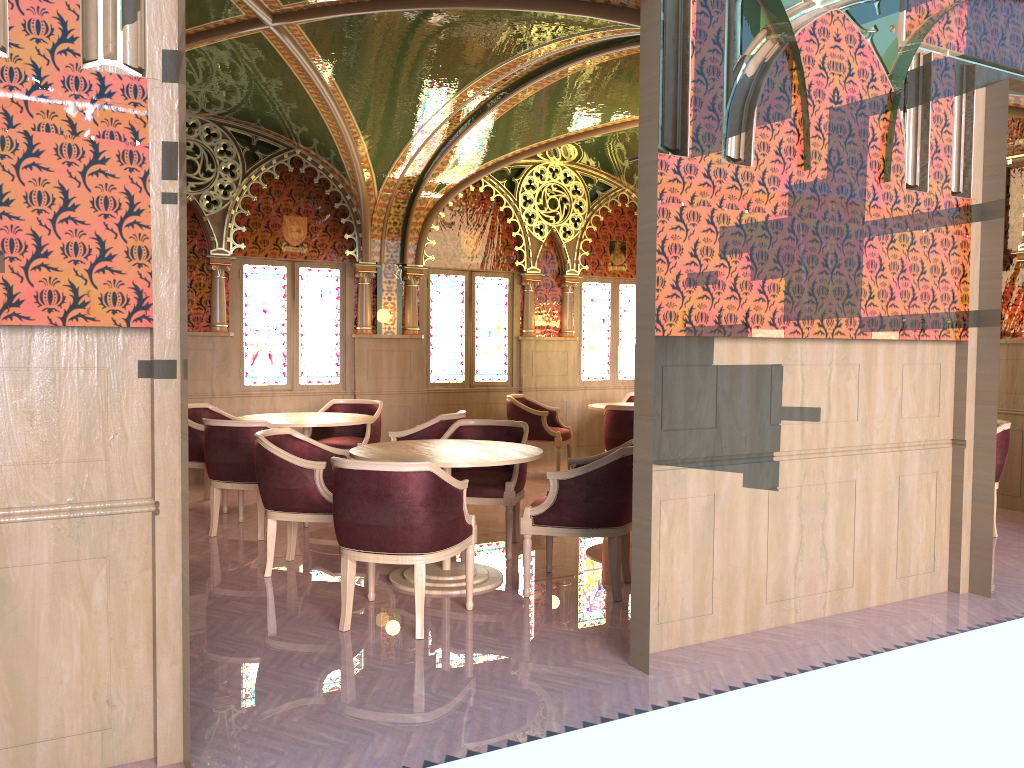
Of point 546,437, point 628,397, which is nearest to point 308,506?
point 546,437

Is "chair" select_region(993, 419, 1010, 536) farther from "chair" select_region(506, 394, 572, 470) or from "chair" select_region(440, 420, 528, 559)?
"chair" select_region(506, 394, 572, 470)

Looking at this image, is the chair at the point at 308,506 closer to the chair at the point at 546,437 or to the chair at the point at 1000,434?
the chair at the point at 546,437

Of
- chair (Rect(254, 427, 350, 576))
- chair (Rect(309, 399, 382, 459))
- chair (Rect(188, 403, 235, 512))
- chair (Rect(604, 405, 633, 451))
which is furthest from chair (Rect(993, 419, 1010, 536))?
chair (Rect(188, 403, 235, 512))

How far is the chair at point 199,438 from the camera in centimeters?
727cm

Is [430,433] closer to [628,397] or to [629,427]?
[629,427]

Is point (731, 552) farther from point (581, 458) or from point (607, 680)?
point (581, 458)

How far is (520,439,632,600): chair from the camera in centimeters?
480cm

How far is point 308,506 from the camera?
5.2 meters

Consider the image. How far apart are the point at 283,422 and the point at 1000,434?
5.4 meters
